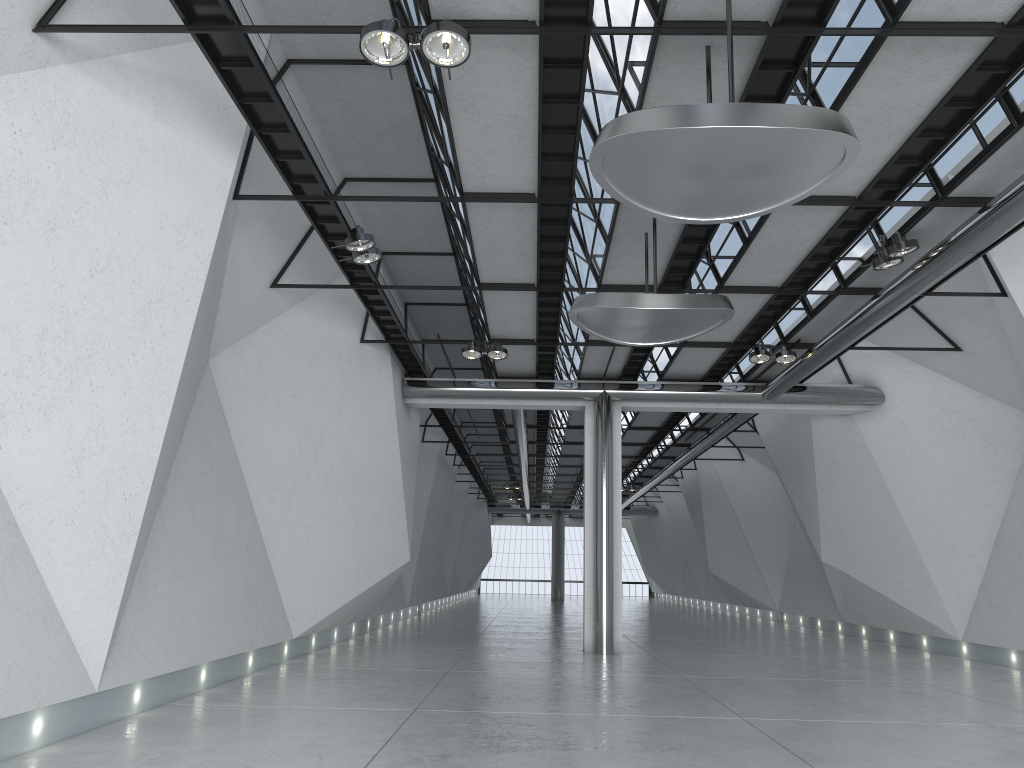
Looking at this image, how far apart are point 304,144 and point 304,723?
32.0m
